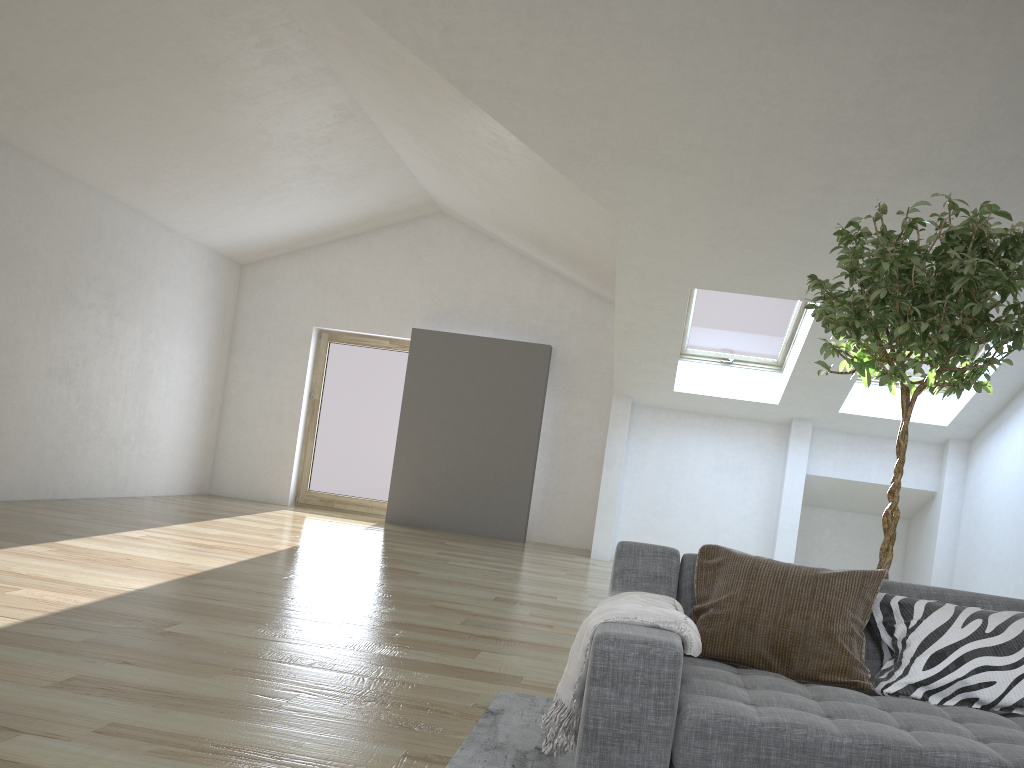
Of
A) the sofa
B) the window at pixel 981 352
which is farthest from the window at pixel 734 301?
the sofa

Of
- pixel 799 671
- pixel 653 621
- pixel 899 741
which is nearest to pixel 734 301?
pixel 799 671

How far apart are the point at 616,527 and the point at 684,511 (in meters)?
0.74

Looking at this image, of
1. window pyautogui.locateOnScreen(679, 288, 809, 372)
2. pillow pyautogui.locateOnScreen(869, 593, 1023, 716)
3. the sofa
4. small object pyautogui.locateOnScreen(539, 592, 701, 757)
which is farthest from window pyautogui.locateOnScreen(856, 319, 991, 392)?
small object pyautogui.locateOnScreen(539, 592, 701, 757)

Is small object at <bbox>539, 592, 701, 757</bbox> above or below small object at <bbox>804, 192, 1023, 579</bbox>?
below

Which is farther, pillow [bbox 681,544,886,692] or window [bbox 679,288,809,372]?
window [bbox 679,288,809,372]

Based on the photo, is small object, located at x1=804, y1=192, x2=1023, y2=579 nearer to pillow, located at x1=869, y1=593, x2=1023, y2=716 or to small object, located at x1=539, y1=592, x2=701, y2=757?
pillow, located at x1=869, y1=593, x2=1023, y2=716

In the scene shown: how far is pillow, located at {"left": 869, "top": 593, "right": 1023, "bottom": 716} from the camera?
2.3 meters

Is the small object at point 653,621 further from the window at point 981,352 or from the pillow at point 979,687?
the window at point 981,352

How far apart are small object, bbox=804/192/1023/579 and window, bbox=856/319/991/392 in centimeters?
511cm
